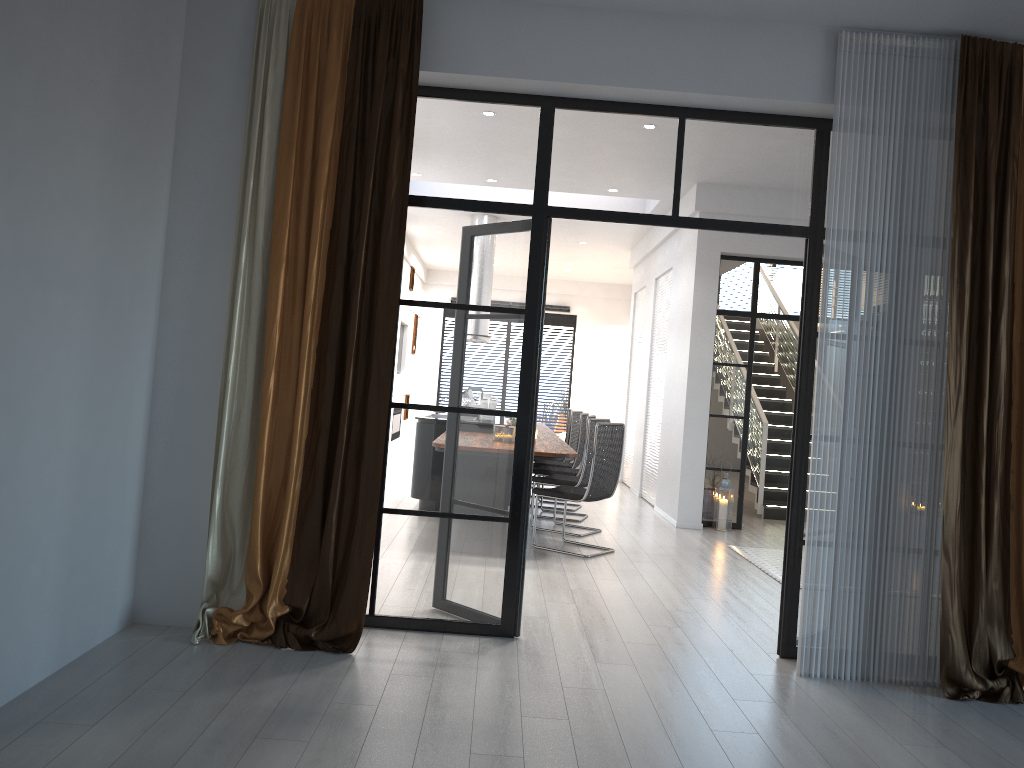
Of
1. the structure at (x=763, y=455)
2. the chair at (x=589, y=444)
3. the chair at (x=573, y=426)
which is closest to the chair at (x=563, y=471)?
the chair at (x=589, y=444)

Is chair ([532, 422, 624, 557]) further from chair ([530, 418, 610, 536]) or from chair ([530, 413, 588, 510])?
chair ([530, 413, 588, 510])

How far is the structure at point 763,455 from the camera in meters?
9.8 m

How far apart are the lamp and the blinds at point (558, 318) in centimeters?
877cm

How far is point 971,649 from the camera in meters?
4.0 m

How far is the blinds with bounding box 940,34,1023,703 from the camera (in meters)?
4.01

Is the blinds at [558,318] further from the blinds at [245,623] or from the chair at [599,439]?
the blinds at [245,623]

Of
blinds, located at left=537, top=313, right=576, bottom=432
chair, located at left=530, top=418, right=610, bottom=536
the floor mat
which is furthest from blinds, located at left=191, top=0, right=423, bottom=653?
blinds, located at left=537, top=313, right=576, bottom=432

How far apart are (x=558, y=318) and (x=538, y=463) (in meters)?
8.11

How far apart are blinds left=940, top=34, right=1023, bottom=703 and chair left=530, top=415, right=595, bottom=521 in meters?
4.6
